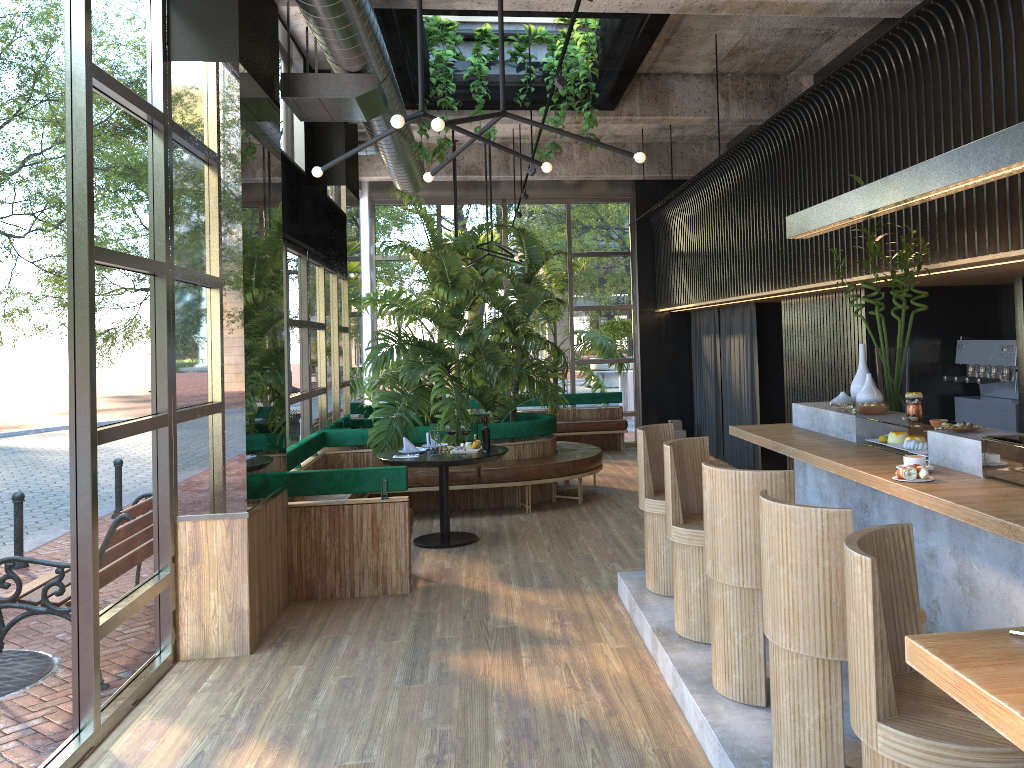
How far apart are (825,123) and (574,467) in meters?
4.1

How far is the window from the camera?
3.3m

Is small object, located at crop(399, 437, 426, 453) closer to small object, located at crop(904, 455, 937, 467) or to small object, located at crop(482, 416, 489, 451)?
small object, located at crop(482, 416, 489, 451)

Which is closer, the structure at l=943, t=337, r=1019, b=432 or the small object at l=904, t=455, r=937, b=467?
the small object at l=904, t=455, r=937, b=467

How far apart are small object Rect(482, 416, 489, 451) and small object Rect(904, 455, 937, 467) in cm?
198

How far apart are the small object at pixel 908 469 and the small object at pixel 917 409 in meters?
1.0

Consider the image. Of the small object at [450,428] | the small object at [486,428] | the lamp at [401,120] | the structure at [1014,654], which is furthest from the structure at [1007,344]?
the small object at [450,428]

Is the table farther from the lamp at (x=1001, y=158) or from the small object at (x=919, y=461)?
the small object at (x=919, y=461)

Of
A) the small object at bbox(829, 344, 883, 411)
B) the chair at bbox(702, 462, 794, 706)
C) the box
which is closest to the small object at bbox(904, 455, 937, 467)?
the chair at bbox(702, 462, 794, 706)

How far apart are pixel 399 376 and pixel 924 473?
6.2 meters
